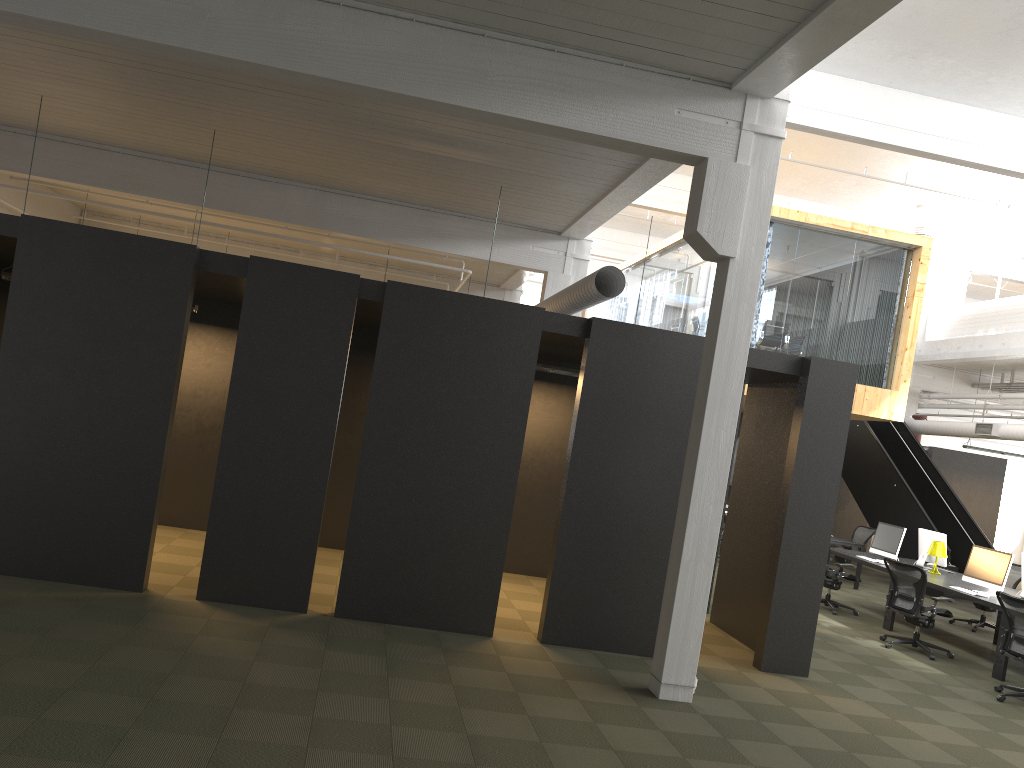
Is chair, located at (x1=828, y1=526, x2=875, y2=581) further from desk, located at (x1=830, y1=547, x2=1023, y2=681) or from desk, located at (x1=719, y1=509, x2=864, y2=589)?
desk, located at (x1=830, y1=547, x2=1023, y2=681)

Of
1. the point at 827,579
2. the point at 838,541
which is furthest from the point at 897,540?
the point at 838,541

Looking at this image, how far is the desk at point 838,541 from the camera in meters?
14.7 m

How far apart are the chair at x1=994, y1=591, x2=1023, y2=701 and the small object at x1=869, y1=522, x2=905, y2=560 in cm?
Result: 346

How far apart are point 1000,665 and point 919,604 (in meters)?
0.96

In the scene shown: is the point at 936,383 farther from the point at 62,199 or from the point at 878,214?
the point at 62,199

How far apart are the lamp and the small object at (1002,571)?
1.1 meters

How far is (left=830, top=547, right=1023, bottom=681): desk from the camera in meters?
9.2 m

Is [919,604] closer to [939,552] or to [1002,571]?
[1002,571]

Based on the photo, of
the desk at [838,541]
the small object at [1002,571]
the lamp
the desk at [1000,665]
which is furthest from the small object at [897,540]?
the desk at [838,541]
